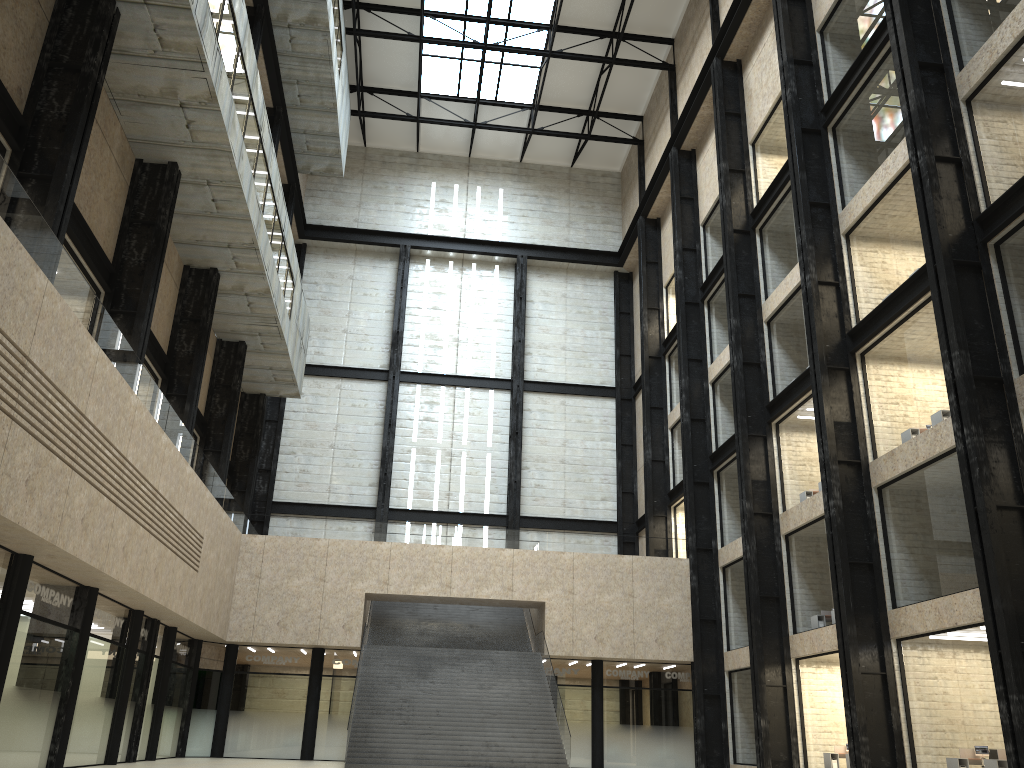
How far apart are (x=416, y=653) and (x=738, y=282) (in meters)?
26.49

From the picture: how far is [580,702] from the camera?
49.7m
